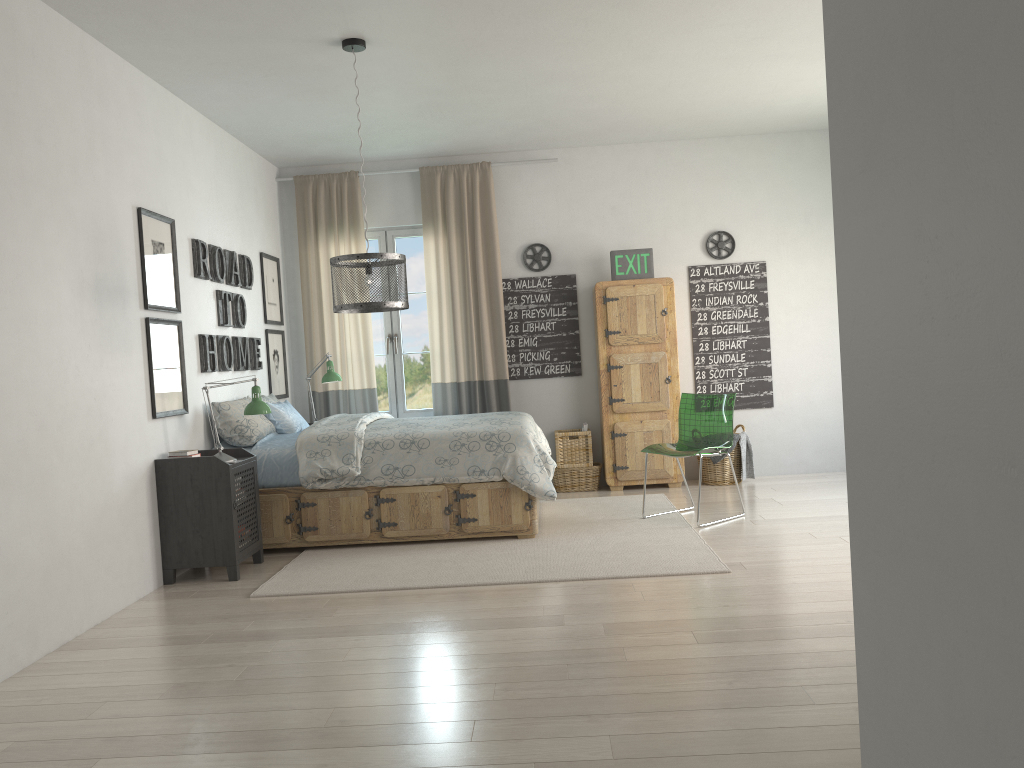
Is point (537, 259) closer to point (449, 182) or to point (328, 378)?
point (449, 182)

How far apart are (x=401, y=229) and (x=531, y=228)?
1.0m

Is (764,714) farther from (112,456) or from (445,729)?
(112,456)

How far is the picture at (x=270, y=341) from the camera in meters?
6.5

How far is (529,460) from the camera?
5.0 meters

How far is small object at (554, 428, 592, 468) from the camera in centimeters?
670cm

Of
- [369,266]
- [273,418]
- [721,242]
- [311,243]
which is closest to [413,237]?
[311,243]

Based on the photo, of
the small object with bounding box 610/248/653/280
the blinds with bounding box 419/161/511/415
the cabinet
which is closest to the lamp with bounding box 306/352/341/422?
the blinds with bounding box 419/161/511/415

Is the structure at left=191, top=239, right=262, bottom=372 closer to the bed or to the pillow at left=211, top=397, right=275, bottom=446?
the pillow at left=211, top=397, right=275, bottom=446

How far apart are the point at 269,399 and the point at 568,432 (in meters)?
2.20
